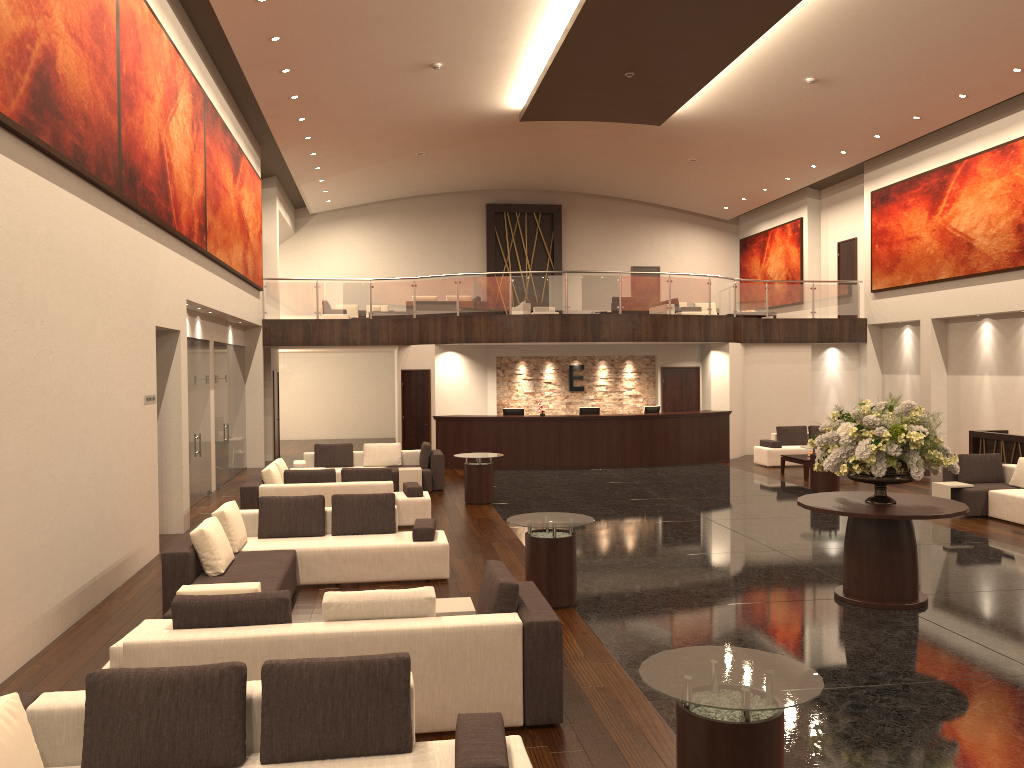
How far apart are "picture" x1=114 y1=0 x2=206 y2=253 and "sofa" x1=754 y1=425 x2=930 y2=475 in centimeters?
1241cm

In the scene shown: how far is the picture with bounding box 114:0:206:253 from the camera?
9.6 meters

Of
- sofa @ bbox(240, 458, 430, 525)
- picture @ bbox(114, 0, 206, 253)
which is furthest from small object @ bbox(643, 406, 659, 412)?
picture @ bbox(114, 0, 206, 253)

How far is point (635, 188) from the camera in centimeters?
2788cm

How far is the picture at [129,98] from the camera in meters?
9.6 m

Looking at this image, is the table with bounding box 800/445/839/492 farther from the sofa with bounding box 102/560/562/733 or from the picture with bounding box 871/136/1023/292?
the sofa with bounding box 102/560/562/733

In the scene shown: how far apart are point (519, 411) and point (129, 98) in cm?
1205

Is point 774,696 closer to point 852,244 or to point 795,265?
point 852,244

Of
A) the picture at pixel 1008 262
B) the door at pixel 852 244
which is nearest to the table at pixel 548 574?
the picture at pixel 1008 262

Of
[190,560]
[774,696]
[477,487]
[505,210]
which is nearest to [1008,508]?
[477,487]
